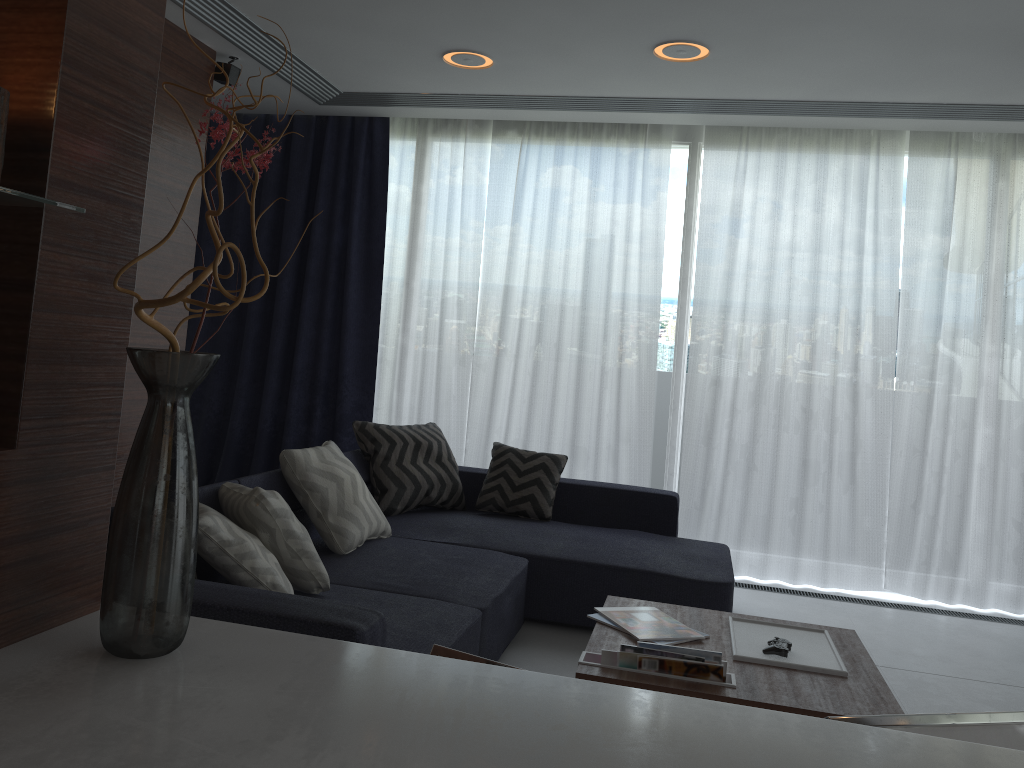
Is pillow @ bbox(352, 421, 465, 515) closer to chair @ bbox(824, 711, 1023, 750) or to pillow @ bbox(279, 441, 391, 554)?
pillow @ bbox(279, 441, 391, 554)

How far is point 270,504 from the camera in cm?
277

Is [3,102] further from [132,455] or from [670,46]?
[670,46]

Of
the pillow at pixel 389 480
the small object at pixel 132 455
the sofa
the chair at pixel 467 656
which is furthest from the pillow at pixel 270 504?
the chair at pixel 467 656

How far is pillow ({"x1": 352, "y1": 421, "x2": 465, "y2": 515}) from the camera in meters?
4.3 m

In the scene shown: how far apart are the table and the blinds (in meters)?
2.11

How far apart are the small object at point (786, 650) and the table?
0.0 meters

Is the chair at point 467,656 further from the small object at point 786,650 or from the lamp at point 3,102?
the small object at point 786,650

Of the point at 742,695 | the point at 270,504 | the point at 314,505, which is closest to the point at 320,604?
the point at 270,504

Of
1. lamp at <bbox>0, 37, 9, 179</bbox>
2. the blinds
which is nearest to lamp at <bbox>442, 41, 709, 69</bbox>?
the blinds
